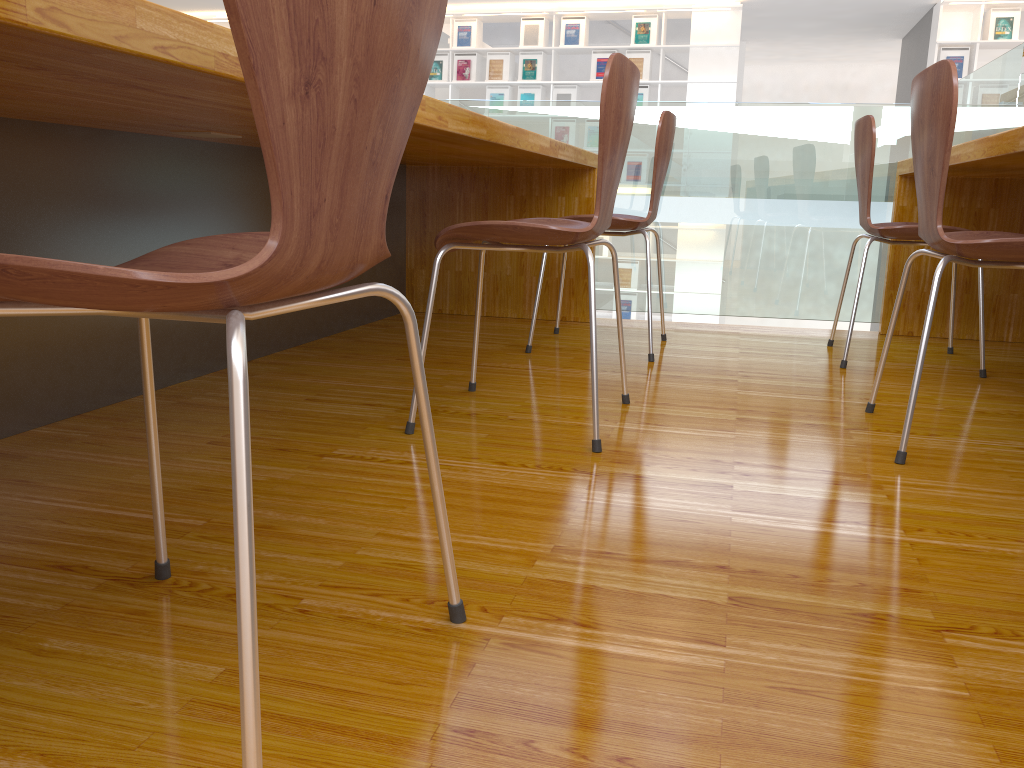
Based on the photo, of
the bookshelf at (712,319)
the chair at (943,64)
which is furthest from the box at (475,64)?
the chair at (943,64)

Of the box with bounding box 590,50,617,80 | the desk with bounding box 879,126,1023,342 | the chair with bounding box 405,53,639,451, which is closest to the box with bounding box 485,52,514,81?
the box with bounding box 590,50,617,80

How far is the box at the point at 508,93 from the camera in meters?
9.1

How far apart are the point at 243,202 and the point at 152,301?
1.8 meters

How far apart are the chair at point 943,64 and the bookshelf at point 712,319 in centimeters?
724cm

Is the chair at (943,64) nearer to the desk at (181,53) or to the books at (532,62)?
the desk at (181,53)

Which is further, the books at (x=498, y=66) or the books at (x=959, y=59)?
the books at (x=498, y=66)

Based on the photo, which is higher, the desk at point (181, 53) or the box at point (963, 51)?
the box at point (963, 51)

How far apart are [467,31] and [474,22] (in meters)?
0.12

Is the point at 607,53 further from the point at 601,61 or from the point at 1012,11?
the point at 1012,11
